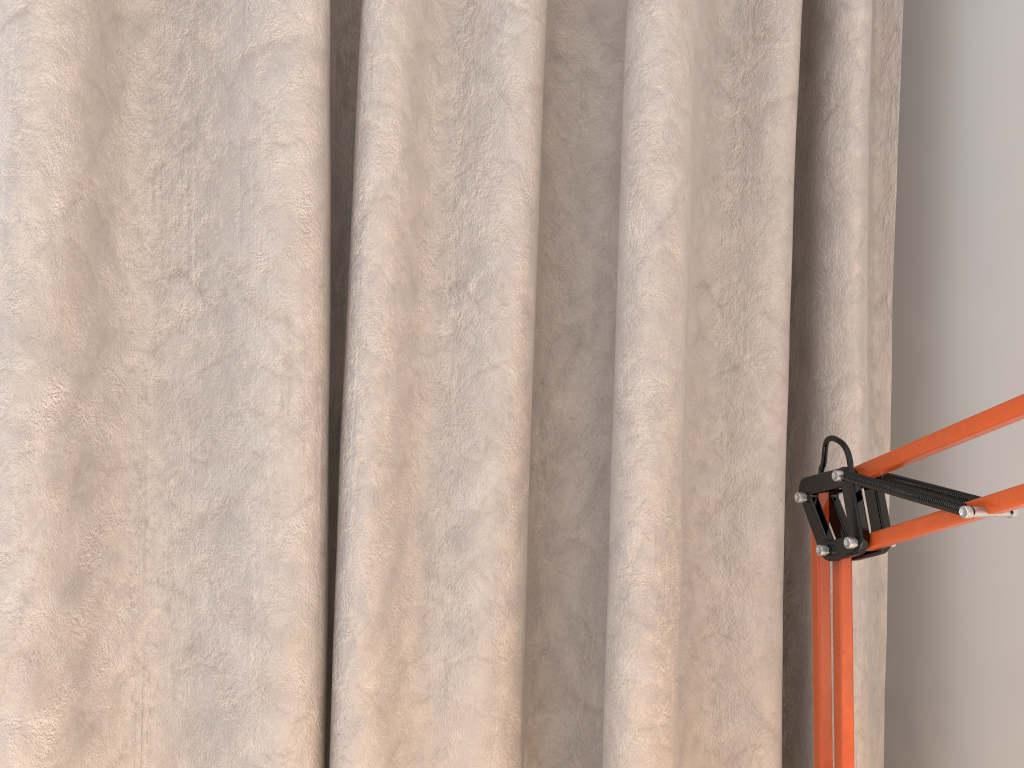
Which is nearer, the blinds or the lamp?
the lamp

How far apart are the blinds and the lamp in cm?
9

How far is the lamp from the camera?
0.4m

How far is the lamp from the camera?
0.41m

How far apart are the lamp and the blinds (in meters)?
0.09

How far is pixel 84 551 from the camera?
0.55m

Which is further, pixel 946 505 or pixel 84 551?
pixel 84 551

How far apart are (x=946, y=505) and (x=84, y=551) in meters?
0.5
